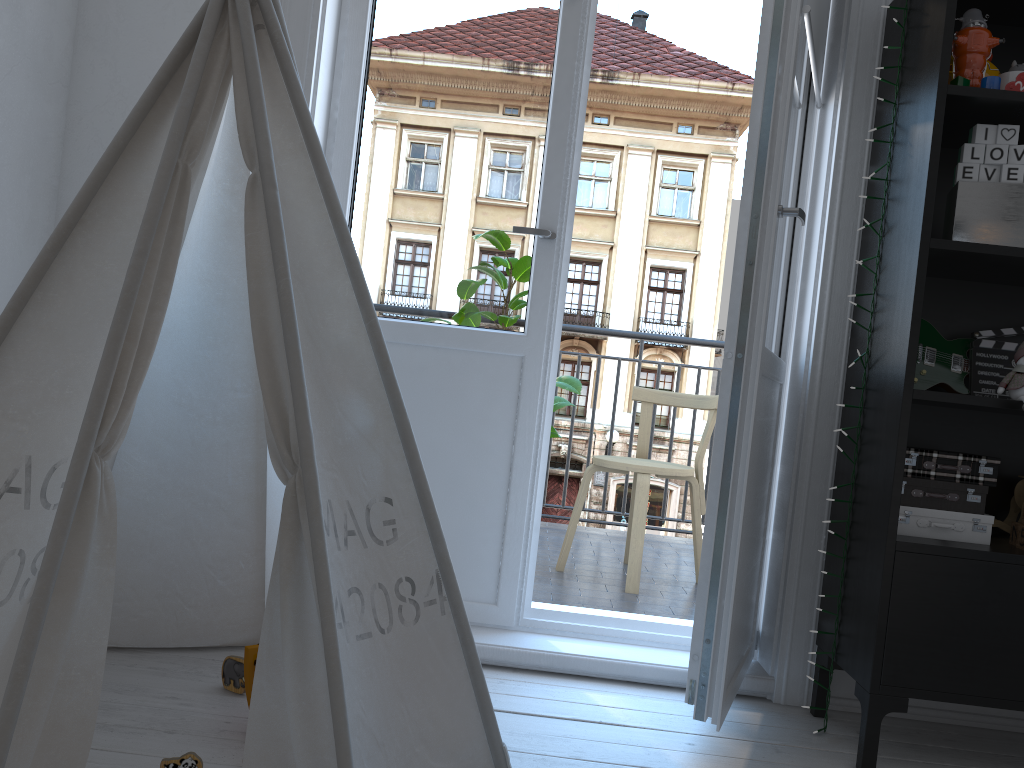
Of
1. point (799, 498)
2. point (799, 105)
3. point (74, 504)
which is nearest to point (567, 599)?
point (799, 498)

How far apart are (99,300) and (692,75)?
24.73m

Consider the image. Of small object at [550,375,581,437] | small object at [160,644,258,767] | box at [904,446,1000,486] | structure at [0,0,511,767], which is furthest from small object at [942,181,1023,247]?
small object at [160,644,258,767]

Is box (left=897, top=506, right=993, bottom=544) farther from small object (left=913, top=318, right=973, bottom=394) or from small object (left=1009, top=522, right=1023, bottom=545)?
small object (left=913, top=318, right=973, bottom=394)

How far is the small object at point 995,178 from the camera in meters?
1.8 m

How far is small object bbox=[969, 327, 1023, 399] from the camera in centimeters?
200cm

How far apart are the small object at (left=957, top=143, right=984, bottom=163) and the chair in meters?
1.5

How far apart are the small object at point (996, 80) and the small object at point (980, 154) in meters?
0.1 m

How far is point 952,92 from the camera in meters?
1.8 m

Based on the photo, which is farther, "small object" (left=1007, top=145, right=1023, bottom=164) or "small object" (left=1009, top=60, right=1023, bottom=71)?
"small object" (left=1009, top=60, right=1023, bottom=71)
